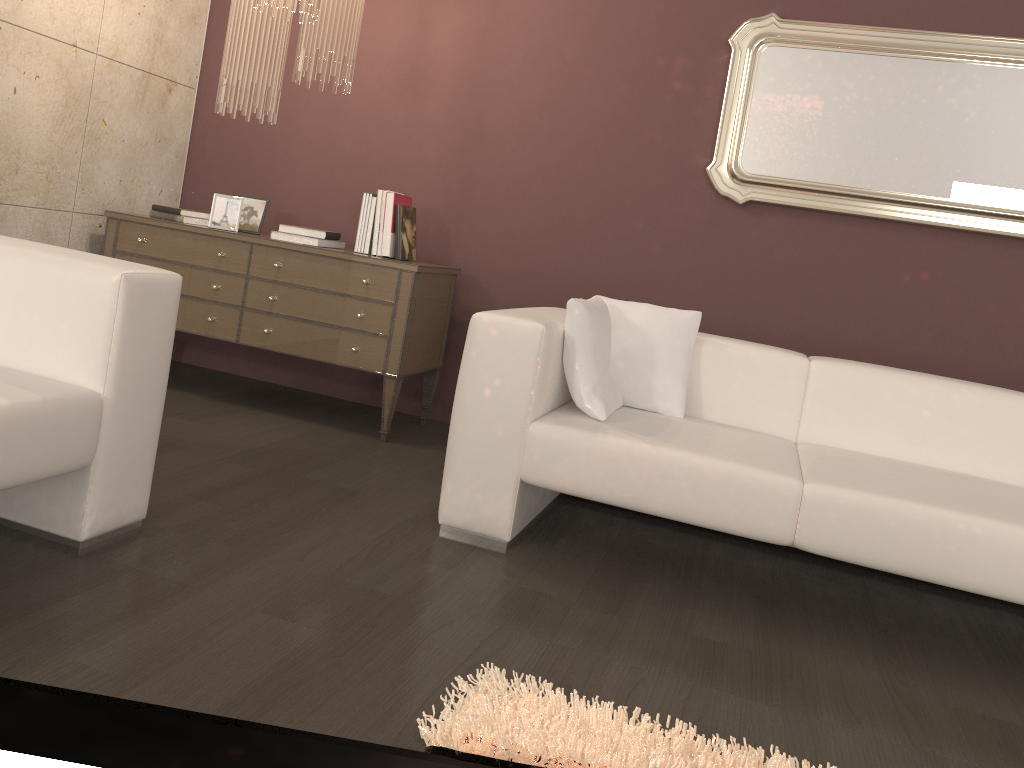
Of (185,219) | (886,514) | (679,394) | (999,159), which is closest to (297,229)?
(185,219)

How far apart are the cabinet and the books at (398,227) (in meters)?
0.15

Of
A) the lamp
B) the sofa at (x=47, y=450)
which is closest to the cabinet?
the lamp

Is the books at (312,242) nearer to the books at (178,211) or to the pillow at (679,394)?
the books at (178,211)

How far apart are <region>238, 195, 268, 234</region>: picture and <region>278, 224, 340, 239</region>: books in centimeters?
33cm

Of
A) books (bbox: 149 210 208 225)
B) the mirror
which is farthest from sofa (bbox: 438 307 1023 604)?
books (bbox: 149 210 208 225)

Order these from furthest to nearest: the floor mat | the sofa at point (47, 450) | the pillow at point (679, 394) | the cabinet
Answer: the cabinet < the pillow at point (679, 394) < the sofa at point (47, 450) < the floor mat

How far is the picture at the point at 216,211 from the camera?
3.9 meters

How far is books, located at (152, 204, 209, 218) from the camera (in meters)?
3.92

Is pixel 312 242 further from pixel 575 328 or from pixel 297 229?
pixel 575 328
